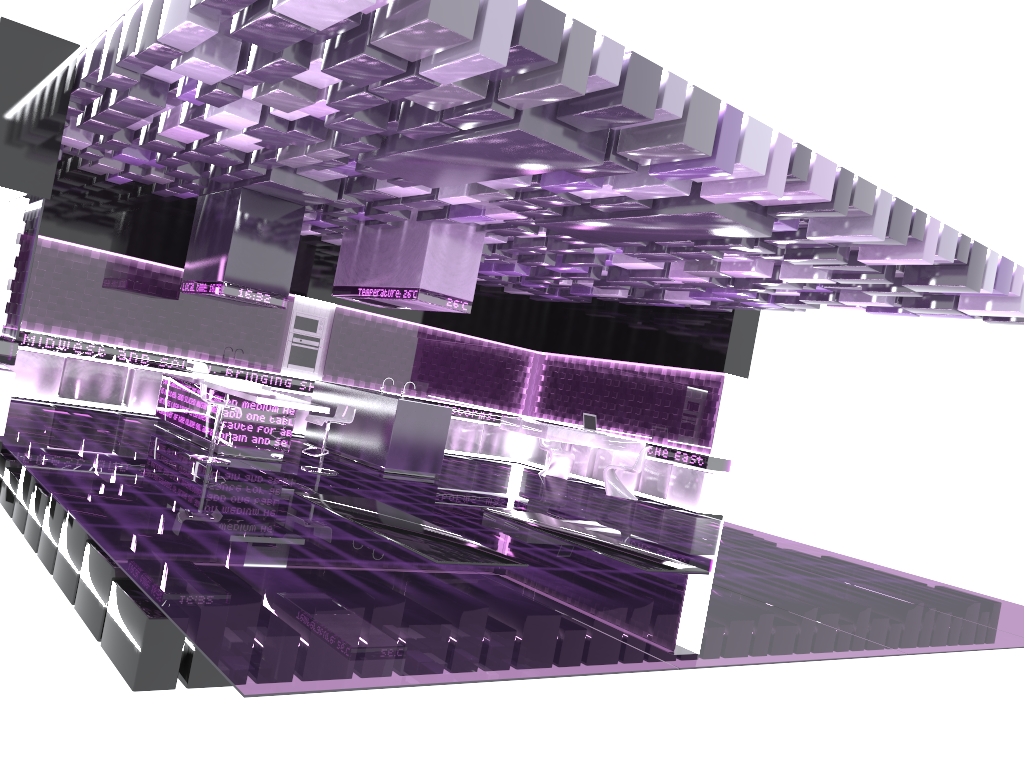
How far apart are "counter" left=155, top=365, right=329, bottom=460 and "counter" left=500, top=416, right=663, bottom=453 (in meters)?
4.25

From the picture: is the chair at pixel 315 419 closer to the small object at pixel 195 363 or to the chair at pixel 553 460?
the small object at pixel 195 363

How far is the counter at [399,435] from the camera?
10.7 meters

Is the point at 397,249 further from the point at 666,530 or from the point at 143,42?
the point at 143,42

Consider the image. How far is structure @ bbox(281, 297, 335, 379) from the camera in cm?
1375

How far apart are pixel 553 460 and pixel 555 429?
1.7 meters

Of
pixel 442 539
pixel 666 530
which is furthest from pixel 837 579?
pixel 442 539

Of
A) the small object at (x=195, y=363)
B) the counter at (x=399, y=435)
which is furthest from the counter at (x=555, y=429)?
the small object at (x=195, y=363)

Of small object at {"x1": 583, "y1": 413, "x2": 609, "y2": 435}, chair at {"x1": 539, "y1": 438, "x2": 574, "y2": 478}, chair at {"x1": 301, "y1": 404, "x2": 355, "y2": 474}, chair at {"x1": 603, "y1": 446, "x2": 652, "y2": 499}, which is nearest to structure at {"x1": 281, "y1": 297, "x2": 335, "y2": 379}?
chair at {"x1": 539, "y1": 438, "x2": 574, "y2": 478}

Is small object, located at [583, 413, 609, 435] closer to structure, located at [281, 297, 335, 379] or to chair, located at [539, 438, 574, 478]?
chair, located at [539, 438, 574, 478]
